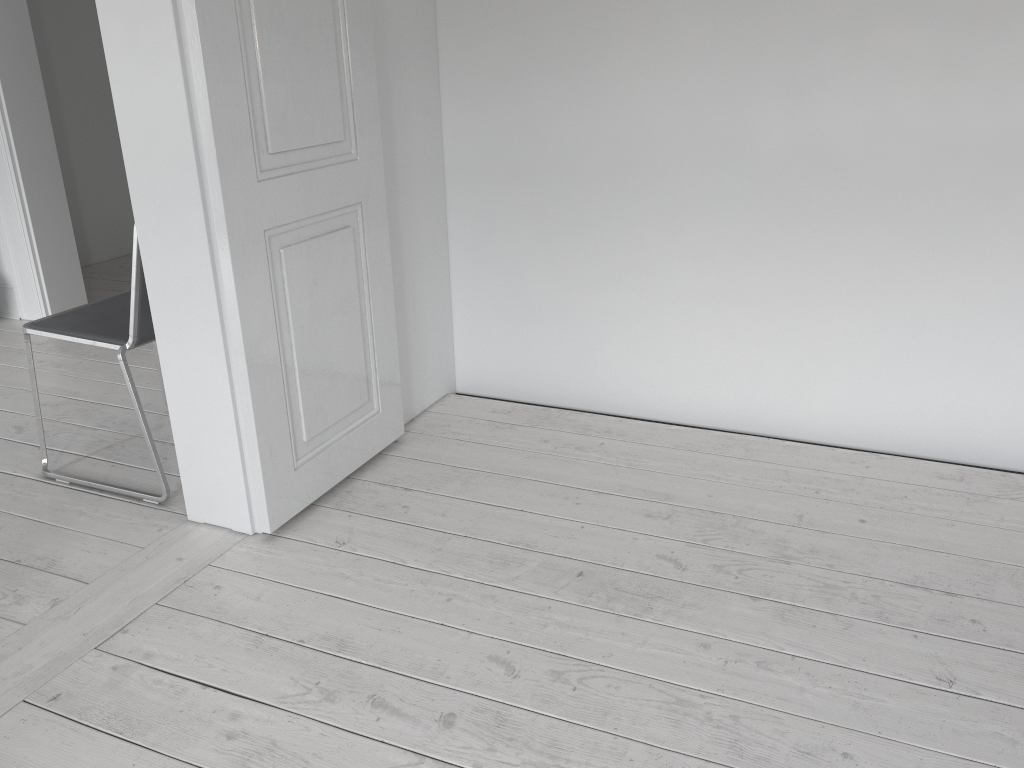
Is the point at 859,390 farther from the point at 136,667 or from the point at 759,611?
the point at 136,667

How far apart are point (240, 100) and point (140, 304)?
→ 0.7m

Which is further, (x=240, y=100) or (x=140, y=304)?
(x=140, y=304)

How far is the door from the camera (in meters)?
1.96

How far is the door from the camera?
2.0m

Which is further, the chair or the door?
the chair

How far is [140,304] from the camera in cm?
233

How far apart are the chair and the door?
0.4m

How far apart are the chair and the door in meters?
0.4 m

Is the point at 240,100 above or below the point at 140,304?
above
